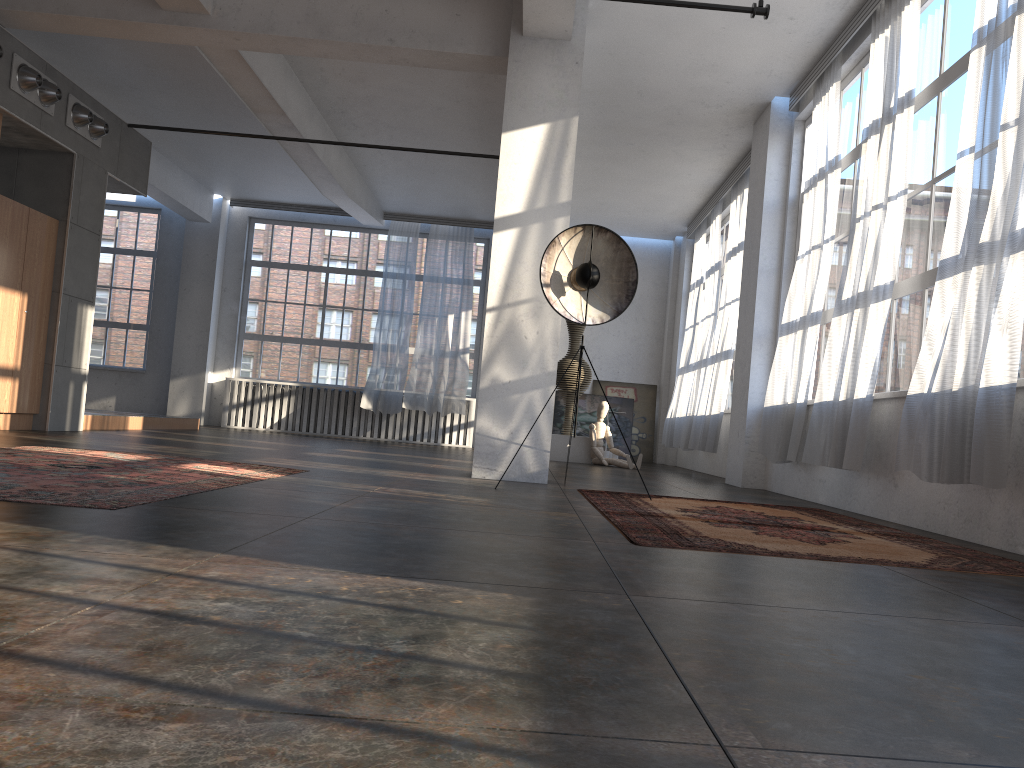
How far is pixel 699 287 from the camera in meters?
13.4

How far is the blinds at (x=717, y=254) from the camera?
12.2m

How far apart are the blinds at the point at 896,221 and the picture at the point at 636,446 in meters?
8.7 m

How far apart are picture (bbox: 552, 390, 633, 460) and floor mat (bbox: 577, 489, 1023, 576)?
9.3 meters

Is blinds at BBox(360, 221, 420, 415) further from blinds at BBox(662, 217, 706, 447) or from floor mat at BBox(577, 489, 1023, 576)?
floor mat at BBox(577, 489, 1023, 576)

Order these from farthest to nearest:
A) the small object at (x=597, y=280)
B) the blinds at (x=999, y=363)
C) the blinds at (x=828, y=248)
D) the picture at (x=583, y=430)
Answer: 1. the picture at (x=583, y=430)
2. the blinds at (x=828, y=248)
3. the small object at (x=597, y=280)
4. the blinds at (x=999, y=363)

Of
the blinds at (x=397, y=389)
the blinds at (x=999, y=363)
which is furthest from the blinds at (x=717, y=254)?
the blinds at (x=999, y=363)

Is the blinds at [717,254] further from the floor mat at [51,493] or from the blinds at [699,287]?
the floor mat at [51,493]

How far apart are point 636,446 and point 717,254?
4.4m

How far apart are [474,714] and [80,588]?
1.1 meters
